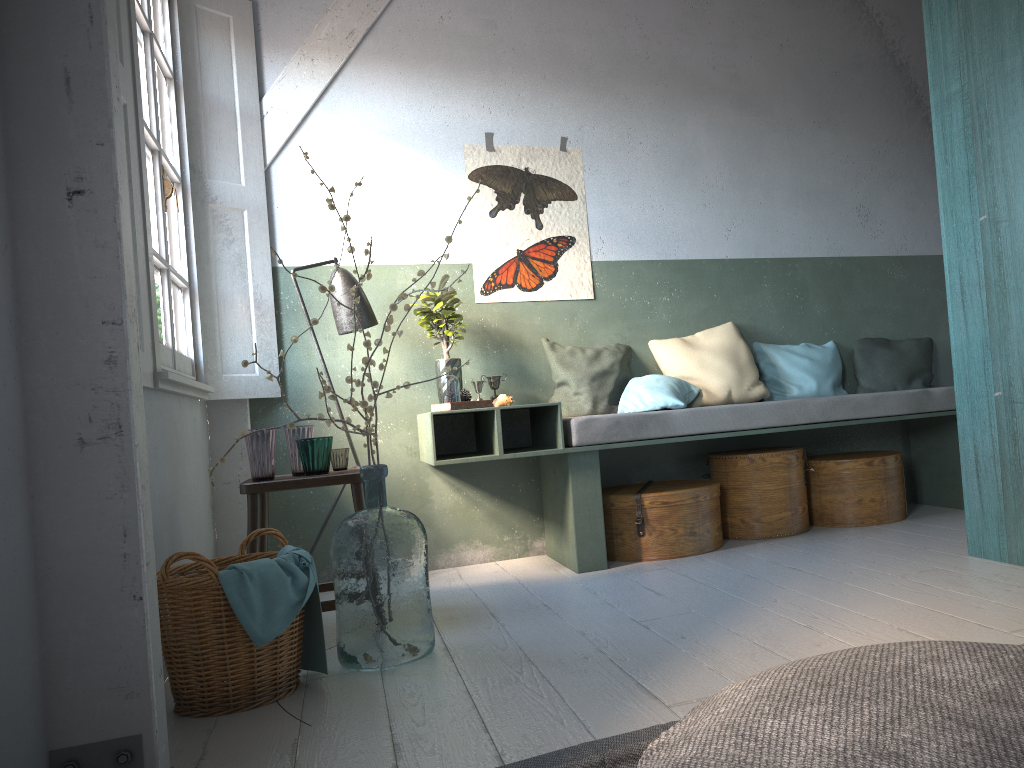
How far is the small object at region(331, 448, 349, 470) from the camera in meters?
4.1

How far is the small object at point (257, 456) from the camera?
3.9m

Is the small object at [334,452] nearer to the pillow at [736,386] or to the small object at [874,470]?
the pillow at [736,386]

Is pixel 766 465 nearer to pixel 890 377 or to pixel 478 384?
pixel 890 377

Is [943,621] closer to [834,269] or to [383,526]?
[383,526]

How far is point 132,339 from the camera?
2.3m

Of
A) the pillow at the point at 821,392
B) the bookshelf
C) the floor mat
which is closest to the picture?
the pillow at the point at 821,392

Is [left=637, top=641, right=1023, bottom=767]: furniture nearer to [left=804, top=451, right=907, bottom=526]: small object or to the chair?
the chair

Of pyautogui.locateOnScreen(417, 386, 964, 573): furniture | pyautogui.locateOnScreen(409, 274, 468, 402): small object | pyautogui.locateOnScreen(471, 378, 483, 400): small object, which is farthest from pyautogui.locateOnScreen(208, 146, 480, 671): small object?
pyautogui.locateOnScreen(471, 378, 483, 400): small object

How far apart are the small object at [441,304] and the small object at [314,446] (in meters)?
1.22
